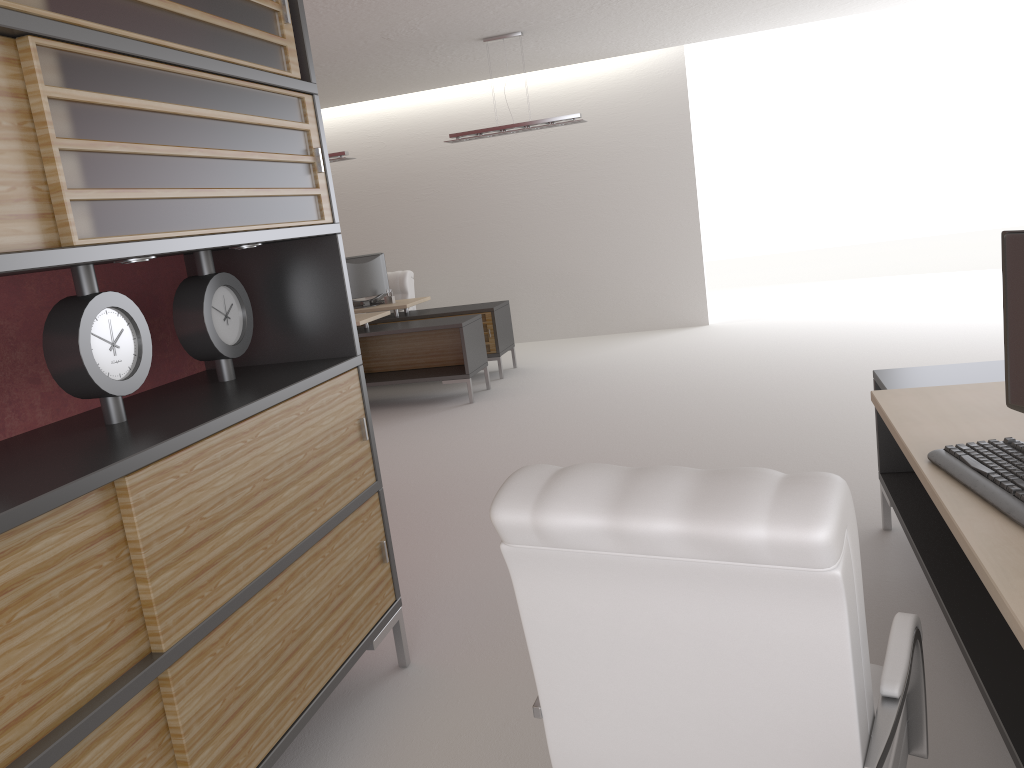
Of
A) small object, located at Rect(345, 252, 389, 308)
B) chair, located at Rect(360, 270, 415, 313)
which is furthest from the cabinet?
chair, located at Rect(360, 270, 415, 313)

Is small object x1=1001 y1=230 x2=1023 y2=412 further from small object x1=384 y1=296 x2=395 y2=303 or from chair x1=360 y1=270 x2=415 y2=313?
chair x1=360 y1=270 x2=415 y2=313

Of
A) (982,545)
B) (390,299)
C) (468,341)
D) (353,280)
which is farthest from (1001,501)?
(353,280)

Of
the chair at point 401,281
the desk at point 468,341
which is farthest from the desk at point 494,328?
the chair at point 401,281

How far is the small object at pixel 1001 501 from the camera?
2.67m

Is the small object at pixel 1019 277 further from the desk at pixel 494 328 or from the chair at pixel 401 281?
the chair at pixel 401 281

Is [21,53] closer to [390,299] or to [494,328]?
[494,328]

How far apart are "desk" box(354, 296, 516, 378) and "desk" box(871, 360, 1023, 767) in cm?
761

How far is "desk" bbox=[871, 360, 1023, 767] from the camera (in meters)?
2.45

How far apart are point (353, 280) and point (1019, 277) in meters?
11.2
